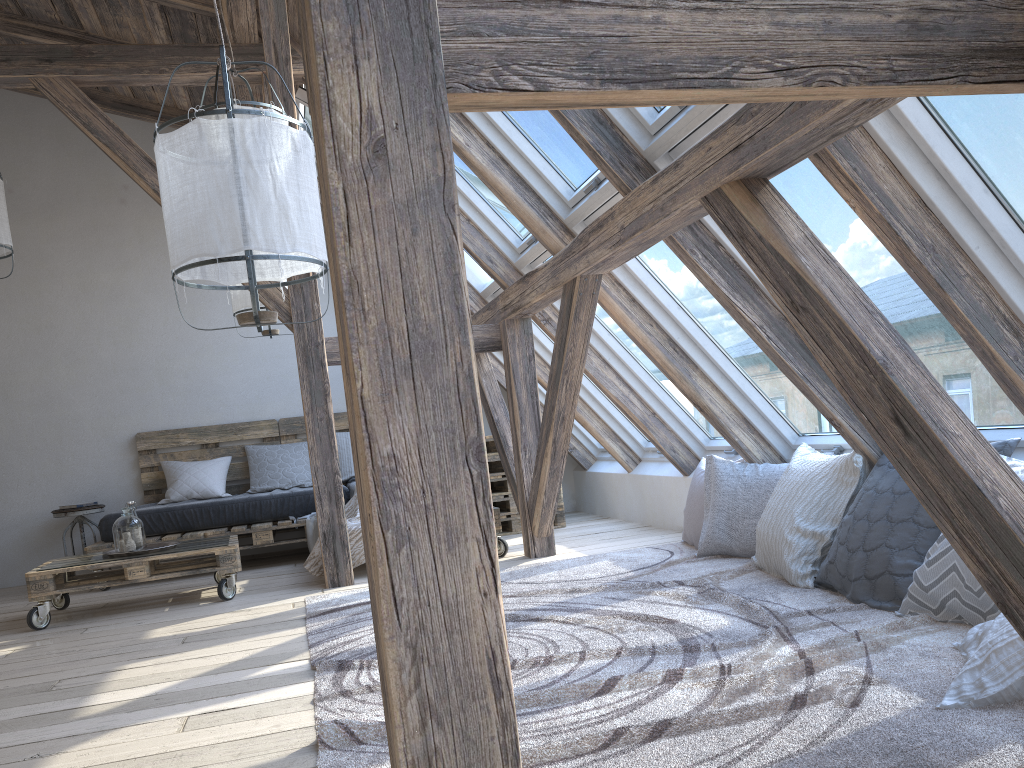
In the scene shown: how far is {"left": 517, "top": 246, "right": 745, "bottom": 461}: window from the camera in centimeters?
490cm

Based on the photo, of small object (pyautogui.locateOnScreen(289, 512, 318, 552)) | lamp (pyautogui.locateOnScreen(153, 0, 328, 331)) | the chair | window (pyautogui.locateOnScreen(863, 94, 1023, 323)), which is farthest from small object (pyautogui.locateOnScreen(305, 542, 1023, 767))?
the chair

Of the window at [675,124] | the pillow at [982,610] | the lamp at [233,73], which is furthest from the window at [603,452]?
the pillow at [982,610]

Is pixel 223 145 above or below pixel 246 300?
below

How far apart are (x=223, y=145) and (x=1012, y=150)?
2.0 meters

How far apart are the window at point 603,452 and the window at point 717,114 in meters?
3.6 m

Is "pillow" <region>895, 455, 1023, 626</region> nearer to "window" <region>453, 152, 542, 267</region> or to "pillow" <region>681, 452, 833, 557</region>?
"pillow" <region>681, 452, 833, 557</region>

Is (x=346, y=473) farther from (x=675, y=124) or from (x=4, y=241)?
(x=675, y=124)

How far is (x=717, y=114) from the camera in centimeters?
279cm

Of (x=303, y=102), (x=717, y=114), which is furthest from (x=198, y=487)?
(x=717, y=114)
